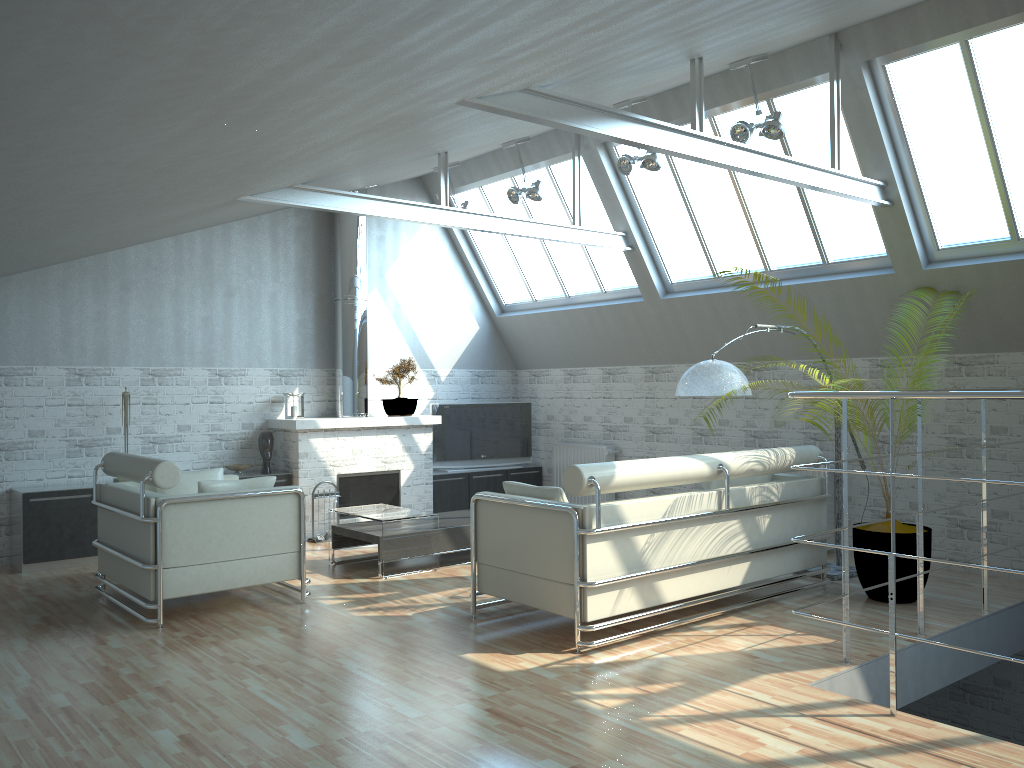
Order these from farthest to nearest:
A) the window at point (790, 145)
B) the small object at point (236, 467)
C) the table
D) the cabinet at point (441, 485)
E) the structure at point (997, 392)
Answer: the cabinet at point (441, 485) < the small object at point (236, 467) < the window at point (790, 145) < the table < the structure at point (997, 392)

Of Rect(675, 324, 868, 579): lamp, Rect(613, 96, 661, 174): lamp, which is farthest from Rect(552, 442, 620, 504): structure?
Rect(613, 96, 661, 174): lamp

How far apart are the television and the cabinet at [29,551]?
3.77m

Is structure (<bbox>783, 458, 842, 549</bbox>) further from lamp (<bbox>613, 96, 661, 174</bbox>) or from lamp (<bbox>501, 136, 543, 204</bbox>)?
lamp (<bbox>501, 136, 543, 204</bbox>)

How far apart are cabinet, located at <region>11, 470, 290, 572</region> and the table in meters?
2.5

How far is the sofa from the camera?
9.65m

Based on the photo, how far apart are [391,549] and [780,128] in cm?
821

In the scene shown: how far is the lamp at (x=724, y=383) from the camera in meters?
11.6

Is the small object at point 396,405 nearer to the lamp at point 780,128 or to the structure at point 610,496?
the structure at point 610,496

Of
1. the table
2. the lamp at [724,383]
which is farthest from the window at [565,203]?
the table
